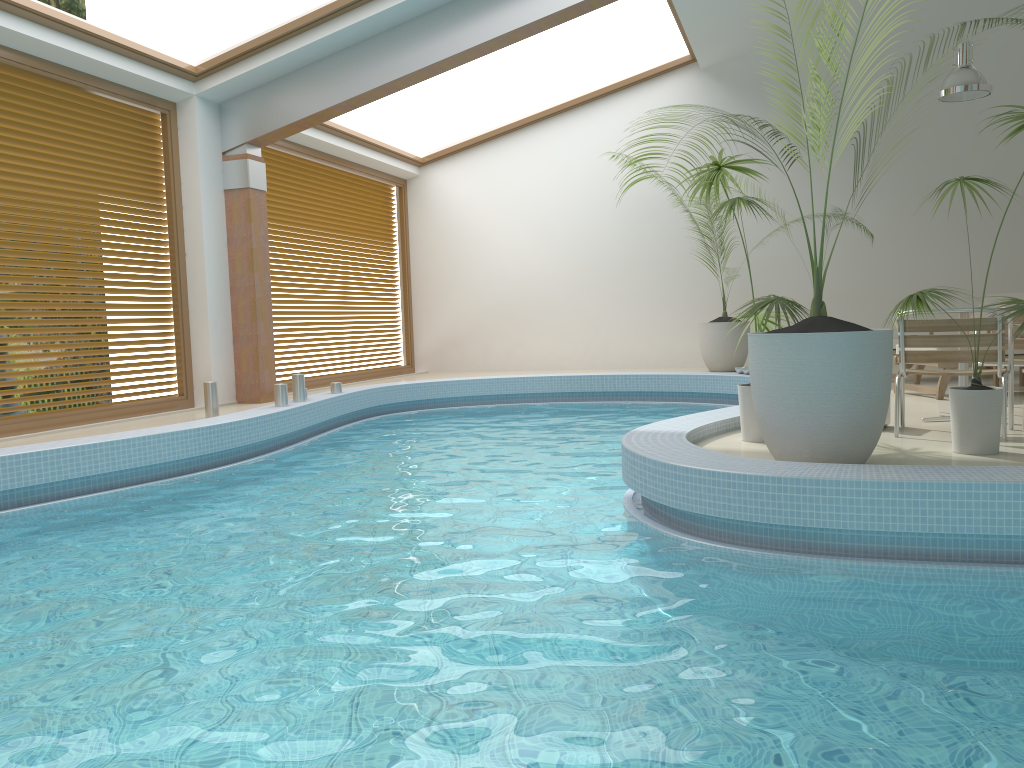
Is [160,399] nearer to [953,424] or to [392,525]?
[392,525]

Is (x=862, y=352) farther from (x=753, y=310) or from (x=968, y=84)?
(x=968, y=84)

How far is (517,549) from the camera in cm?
390

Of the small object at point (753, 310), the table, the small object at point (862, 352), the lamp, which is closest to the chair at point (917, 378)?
the lamp

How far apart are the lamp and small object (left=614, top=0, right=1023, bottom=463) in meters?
6.2 m

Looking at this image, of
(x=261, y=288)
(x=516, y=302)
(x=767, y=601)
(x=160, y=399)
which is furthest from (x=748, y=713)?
(x=516, y=302)

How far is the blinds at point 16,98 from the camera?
7.23m

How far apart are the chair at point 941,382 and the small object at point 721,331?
3.83m

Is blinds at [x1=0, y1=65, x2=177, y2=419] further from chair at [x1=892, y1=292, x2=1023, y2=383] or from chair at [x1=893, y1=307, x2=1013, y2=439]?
chair at [x1=892, y1=292, x2=1023, y2=383]

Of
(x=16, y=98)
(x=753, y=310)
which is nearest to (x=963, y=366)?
(x=753, y=310)
